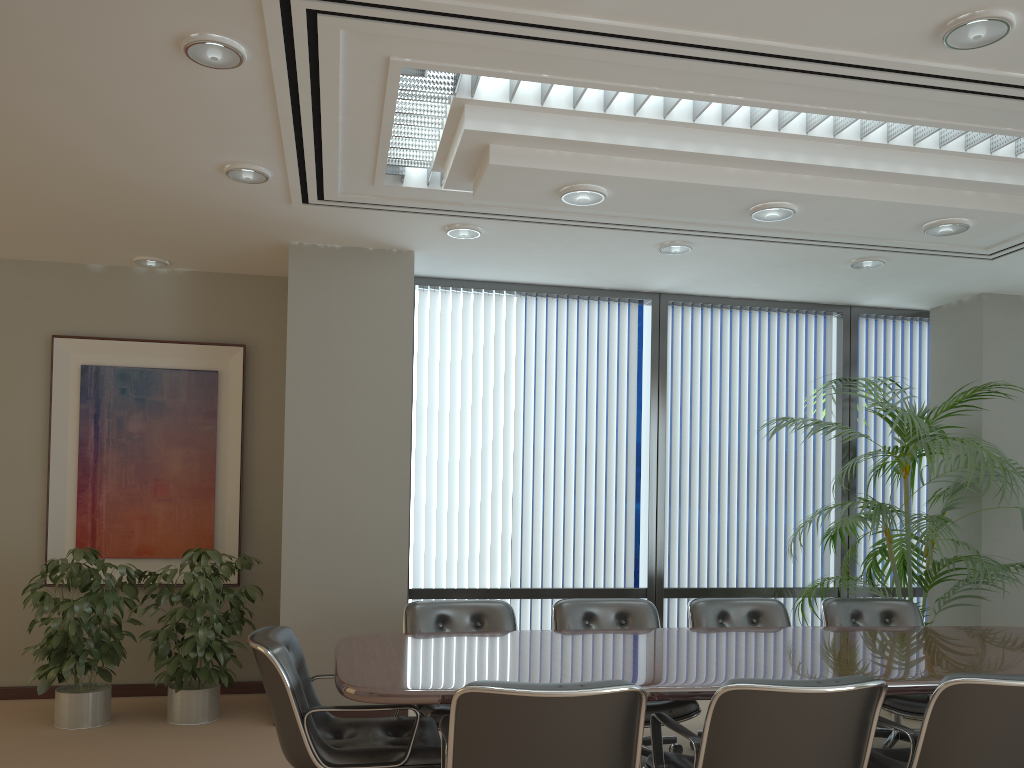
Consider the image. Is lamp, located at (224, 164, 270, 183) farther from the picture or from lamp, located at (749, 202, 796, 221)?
lamp, located at (749, 202, 796, 221)

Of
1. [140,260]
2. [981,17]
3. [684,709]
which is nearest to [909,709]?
[684,709]

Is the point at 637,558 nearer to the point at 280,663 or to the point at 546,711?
the point at 280,663

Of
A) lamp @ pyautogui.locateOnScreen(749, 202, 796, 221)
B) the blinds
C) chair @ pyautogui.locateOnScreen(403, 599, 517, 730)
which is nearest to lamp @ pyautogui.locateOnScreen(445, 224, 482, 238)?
the blinds

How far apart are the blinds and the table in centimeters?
198cm

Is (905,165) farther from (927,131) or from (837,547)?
(837,547)

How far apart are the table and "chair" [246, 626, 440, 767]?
0.1m

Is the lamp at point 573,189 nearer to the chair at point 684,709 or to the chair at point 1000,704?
the chair at point 684,709

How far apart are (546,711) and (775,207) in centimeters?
266cm

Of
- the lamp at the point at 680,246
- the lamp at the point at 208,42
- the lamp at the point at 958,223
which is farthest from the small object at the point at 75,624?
the lamp at the point at 958,223
